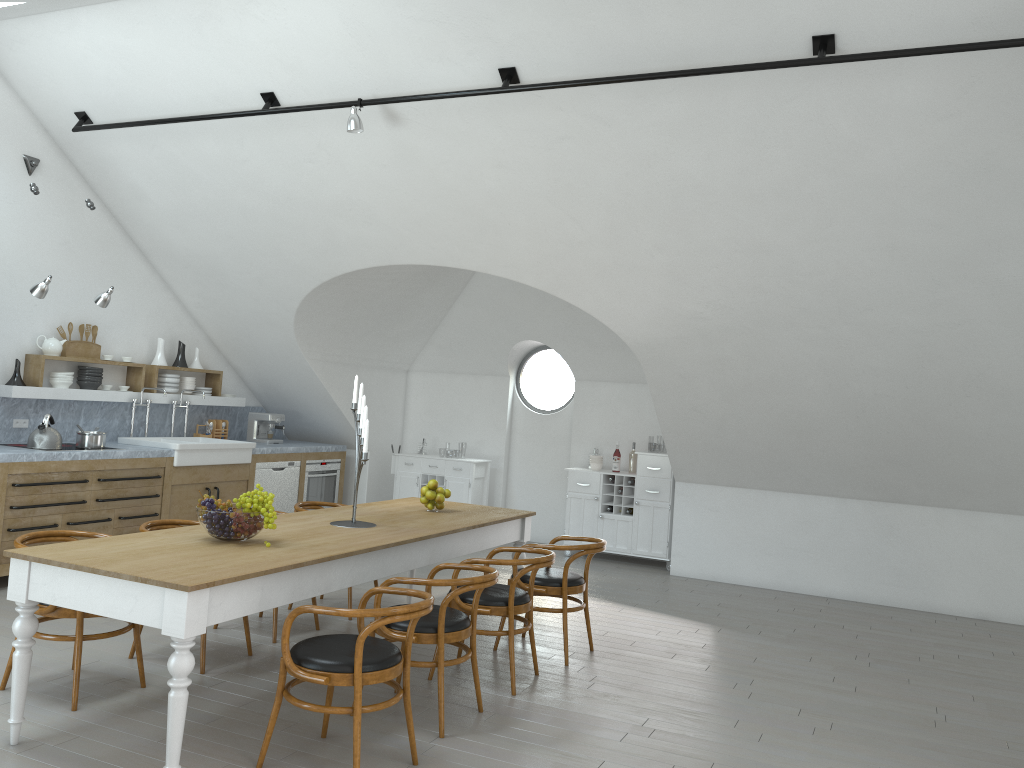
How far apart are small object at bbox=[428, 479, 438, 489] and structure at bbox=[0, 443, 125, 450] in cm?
322

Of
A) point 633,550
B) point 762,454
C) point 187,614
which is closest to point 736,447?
point 762,454

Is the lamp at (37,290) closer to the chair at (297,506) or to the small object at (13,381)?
the small object at (13,381)

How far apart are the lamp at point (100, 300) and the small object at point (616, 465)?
5.13m

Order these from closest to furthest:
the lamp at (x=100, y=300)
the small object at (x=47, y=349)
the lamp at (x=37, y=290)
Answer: the lamp at (x=37, y=290) < the lamp at (x=100, y=300) < the small object at (x=47, y=349)

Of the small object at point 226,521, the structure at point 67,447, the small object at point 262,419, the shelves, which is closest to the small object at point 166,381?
the shelves

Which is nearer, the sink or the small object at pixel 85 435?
the small object at pixel 85 435

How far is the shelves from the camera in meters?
7.2 m

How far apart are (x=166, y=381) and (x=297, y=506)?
3.0 meters

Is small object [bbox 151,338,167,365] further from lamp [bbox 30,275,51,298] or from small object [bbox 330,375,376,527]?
small object [bbox 330,375,376,527]
